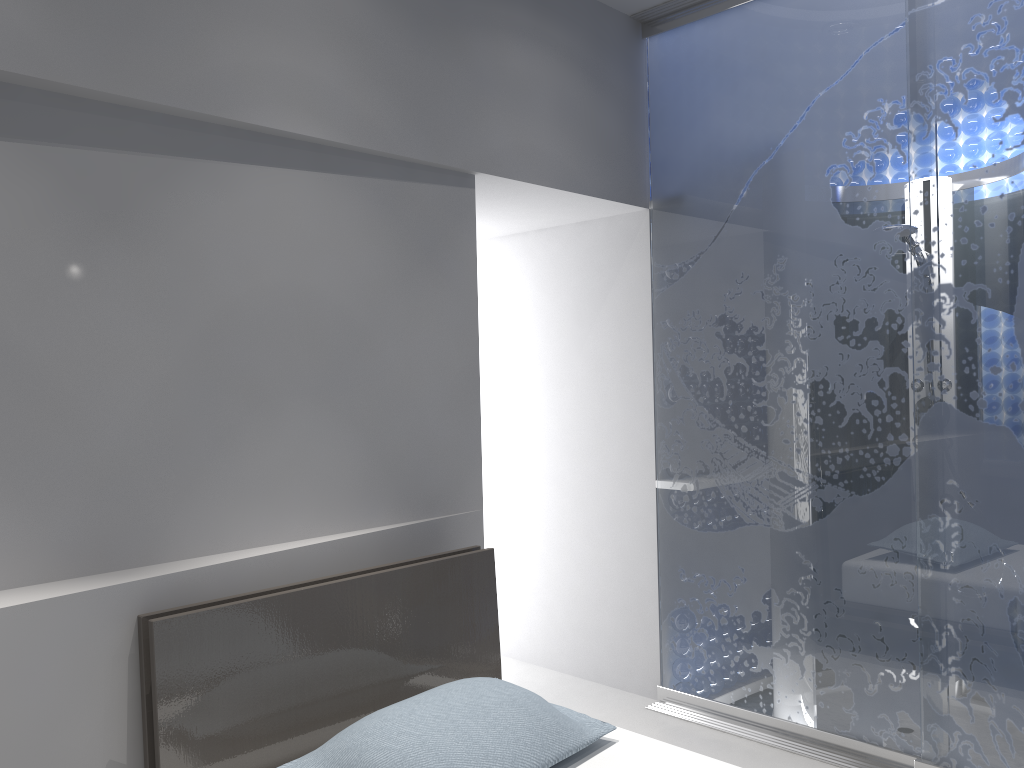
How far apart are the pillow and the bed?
0.04m

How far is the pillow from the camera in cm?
186

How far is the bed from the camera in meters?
2.0 m

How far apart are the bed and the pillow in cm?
4

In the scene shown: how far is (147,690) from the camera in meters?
2.0 m

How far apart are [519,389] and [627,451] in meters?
0.7

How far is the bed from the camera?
2.0m
